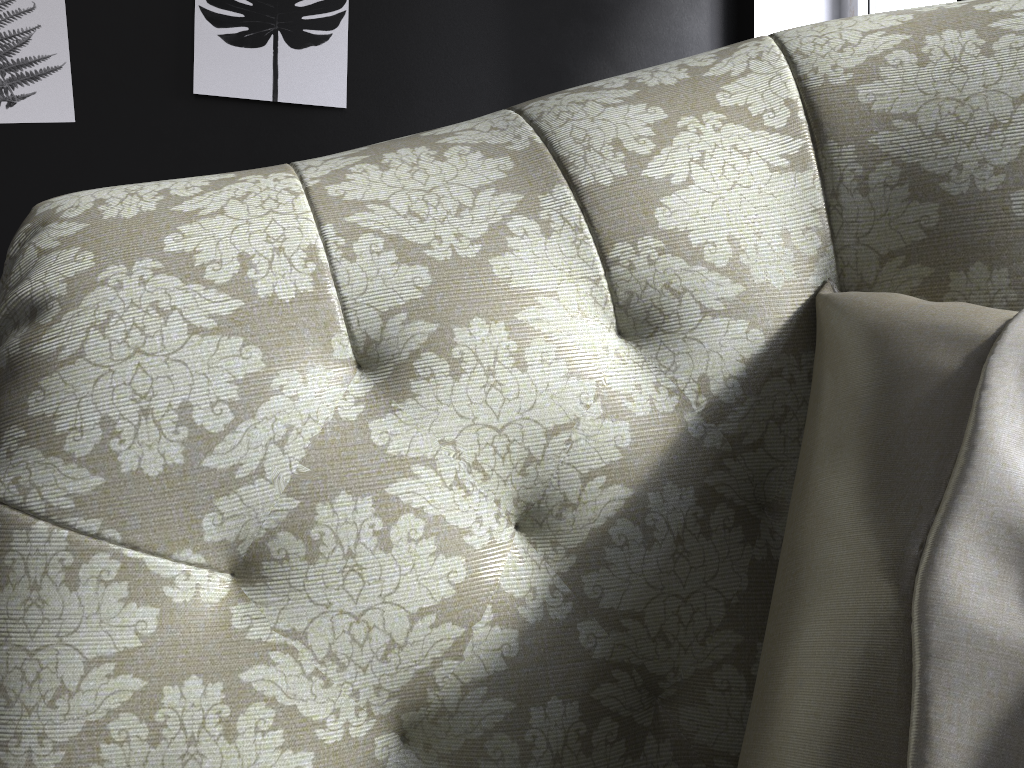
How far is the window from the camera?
2.6 meters

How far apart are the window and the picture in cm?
154

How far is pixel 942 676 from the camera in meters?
0.4

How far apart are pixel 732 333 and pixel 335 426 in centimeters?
32cm

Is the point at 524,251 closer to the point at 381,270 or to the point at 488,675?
the point at 381,270

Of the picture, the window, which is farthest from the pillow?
the window

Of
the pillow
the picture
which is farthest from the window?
the pillow

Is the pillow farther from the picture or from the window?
the window

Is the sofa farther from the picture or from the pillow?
the picture

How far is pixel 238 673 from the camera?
0.61m
